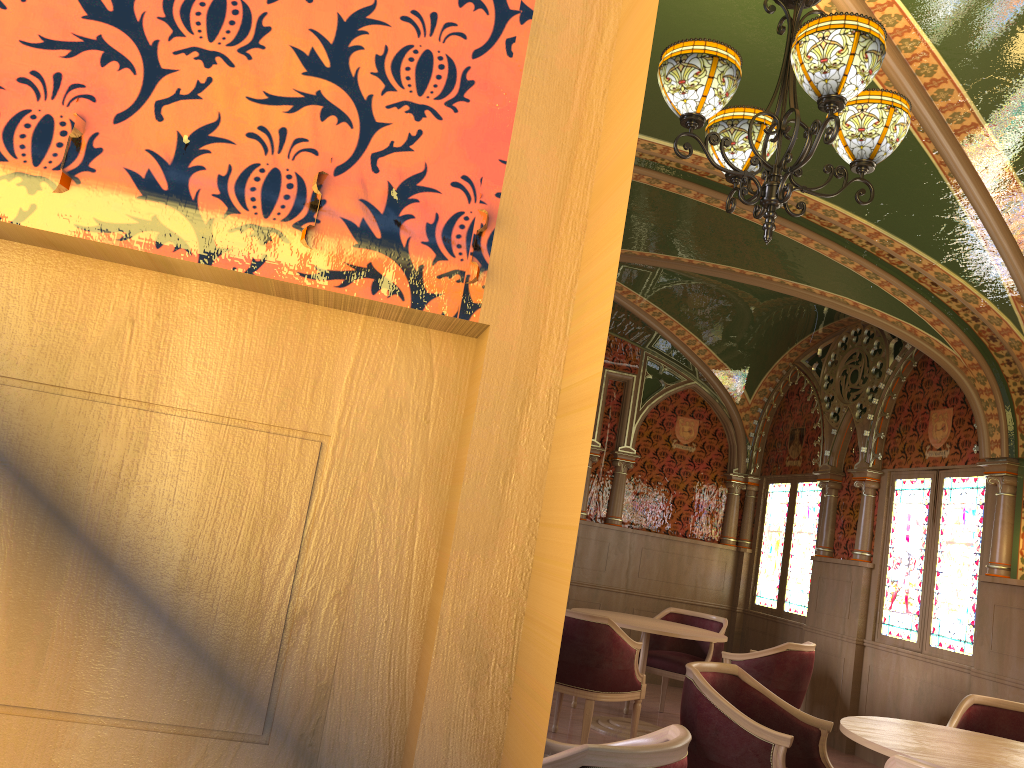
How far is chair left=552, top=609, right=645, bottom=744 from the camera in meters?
5.3 m

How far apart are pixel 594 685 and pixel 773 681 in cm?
128

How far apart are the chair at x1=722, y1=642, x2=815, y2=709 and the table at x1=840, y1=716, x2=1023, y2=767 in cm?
223

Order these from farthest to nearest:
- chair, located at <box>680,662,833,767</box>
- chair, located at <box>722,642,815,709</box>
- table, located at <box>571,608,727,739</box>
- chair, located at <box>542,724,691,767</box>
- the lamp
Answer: table, located at <box>571,608,727,739</box> < chair, located at <box>722,642,815,709</box> < chair, located at <box>680,662,833,767</box> < the lamp < chair, located at <box>542,724,691,767</box>

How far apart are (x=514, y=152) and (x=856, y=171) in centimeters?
272cm

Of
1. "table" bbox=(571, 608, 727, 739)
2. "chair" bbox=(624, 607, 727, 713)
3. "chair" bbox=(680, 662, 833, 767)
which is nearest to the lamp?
"chair" bbox=(680, 662, 833, 767)

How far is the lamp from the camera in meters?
2.8

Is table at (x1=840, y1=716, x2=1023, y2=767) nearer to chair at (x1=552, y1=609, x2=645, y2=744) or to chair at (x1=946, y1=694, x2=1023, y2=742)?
chair at (x1=946, y1=694, x2=1023, y2=742)

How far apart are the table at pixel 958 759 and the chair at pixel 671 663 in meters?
3.4

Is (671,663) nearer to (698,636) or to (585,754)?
(698,636)
